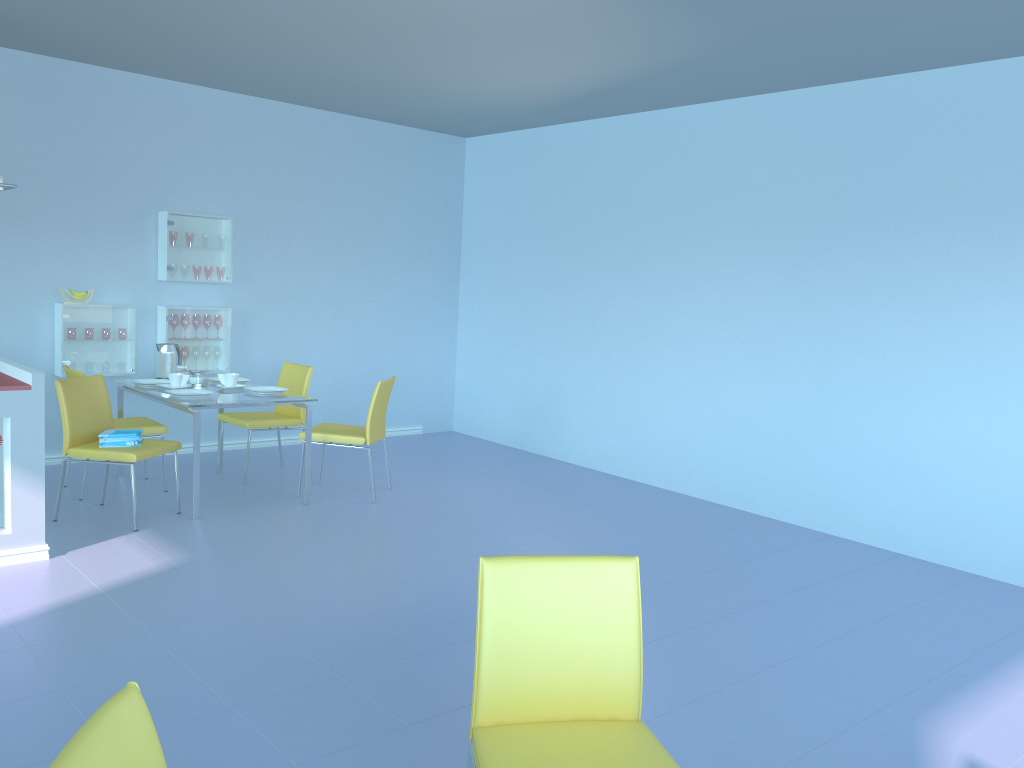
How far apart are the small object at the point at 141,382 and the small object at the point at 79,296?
0.8 meters

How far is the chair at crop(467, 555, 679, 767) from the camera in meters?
1.7

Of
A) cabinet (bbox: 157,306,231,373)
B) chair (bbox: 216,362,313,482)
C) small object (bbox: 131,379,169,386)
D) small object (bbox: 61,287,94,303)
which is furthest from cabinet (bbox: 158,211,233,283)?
small object (bbox: 131,379,169,386)

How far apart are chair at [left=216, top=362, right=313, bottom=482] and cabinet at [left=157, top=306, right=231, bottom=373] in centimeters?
56cm

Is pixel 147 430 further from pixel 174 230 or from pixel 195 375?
pixel 174 230

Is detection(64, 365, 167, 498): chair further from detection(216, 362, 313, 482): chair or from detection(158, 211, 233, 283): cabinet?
detection(158, 211, 233, 283): cabinet

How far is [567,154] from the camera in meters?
6.5 m

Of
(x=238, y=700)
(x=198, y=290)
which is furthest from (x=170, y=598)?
(x=198, y=290)

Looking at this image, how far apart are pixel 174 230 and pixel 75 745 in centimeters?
525cm

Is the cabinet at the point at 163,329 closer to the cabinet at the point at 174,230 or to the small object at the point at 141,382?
the cabinet at the point at 174,230
